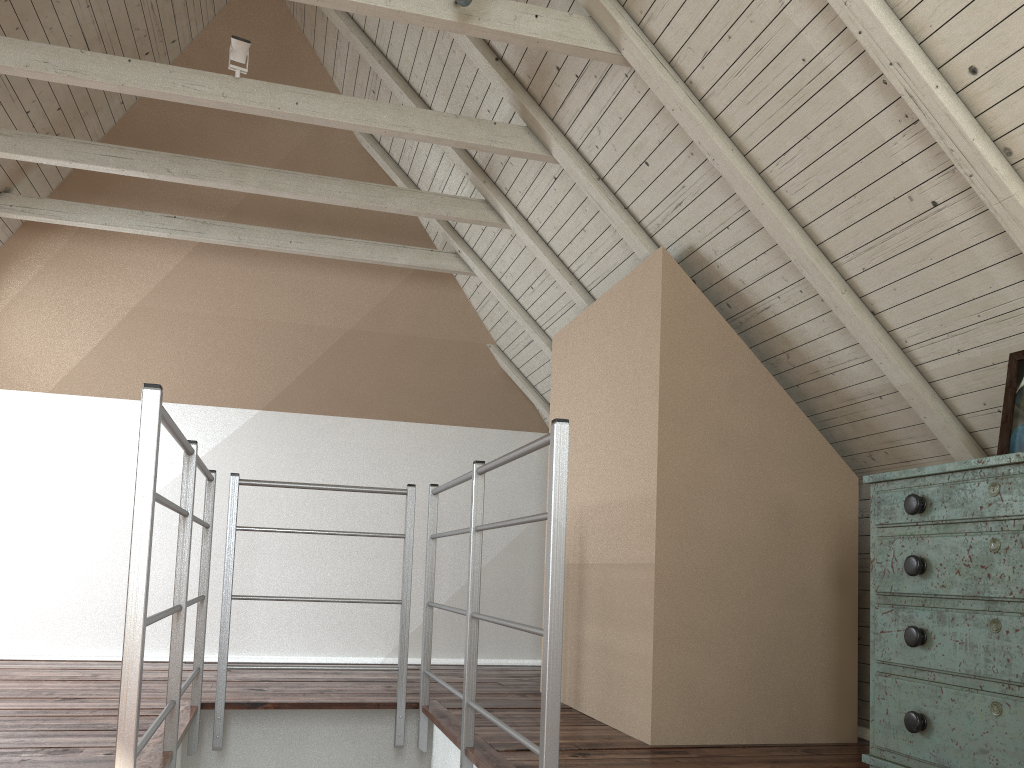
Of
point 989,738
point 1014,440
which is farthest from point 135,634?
point 1014,440

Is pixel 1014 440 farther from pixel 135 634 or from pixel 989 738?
A: pixel 135 634

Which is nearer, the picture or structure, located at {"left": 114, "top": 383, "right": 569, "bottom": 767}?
structure, located at {"left": 114, "top": 383, "right": 569, "bottom": 767}

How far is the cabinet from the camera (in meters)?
1.65

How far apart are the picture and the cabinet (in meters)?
0.15

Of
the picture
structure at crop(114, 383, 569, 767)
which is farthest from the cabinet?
structure at crop(114, 383, 569, 767)

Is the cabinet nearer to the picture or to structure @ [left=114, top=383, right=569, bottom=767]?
the picture

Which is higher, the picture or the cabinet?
the picture

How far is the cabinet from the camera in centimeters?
165cm

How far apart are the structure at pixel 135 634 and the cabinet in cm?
74
